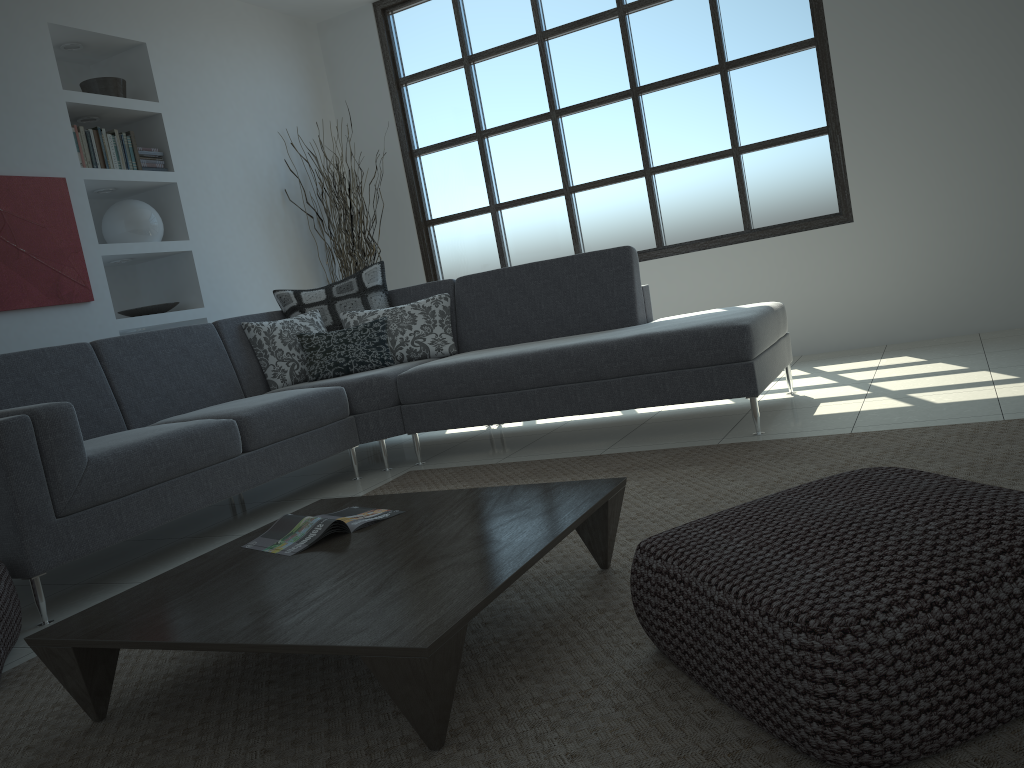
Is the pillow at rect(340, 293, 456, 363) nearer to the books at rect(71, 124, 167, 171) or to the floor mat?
the floor mat

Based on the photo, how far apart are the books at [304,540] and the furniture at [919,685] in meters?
0.8 m

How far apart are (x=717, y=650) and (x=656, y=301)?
4.70m

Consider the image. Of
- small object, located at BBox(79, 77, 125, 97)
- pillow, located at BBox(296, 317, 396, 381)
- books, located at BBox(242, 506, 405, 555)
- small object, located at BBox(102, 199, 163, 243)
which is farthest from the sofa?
small object, located at BBox(79, 77, 125, 97)

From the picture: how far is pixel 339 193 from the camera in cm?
611

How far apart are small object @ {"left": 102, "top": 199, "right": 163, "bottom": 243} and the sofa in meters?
1.0

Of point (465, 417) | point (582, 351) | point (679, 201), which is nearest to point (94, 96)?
point (465, 417)

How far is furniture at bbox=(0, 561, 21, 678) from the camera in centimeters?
234cm

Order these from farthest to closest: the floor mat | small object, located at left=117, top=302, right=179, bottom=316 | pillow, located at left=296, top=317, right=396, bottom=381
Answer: small object, located at left=117, top=302, right=179, bottom=316 < pillow, located at left=296, top=317, right=396, bottom=381 < the floor mat

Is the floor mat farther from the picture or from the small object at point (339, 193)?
the small object at point (339, 193)
